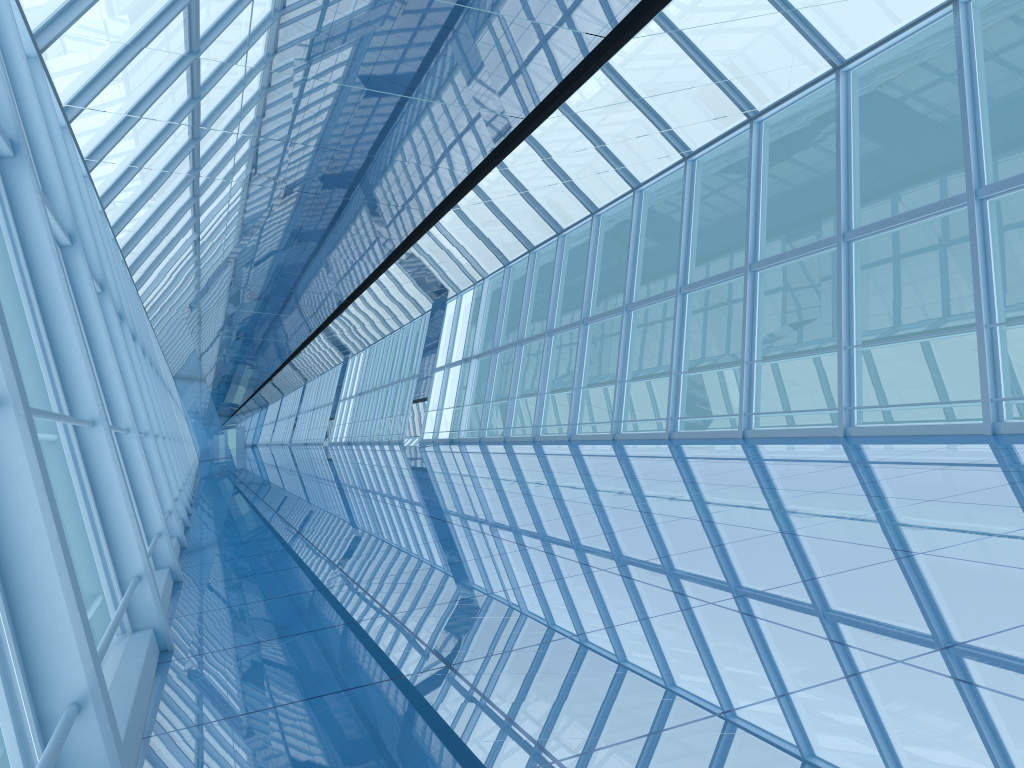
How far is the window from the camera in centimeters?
208cm

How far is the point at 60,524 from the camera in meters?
2.1 m

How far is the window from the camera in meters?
2.1 m
